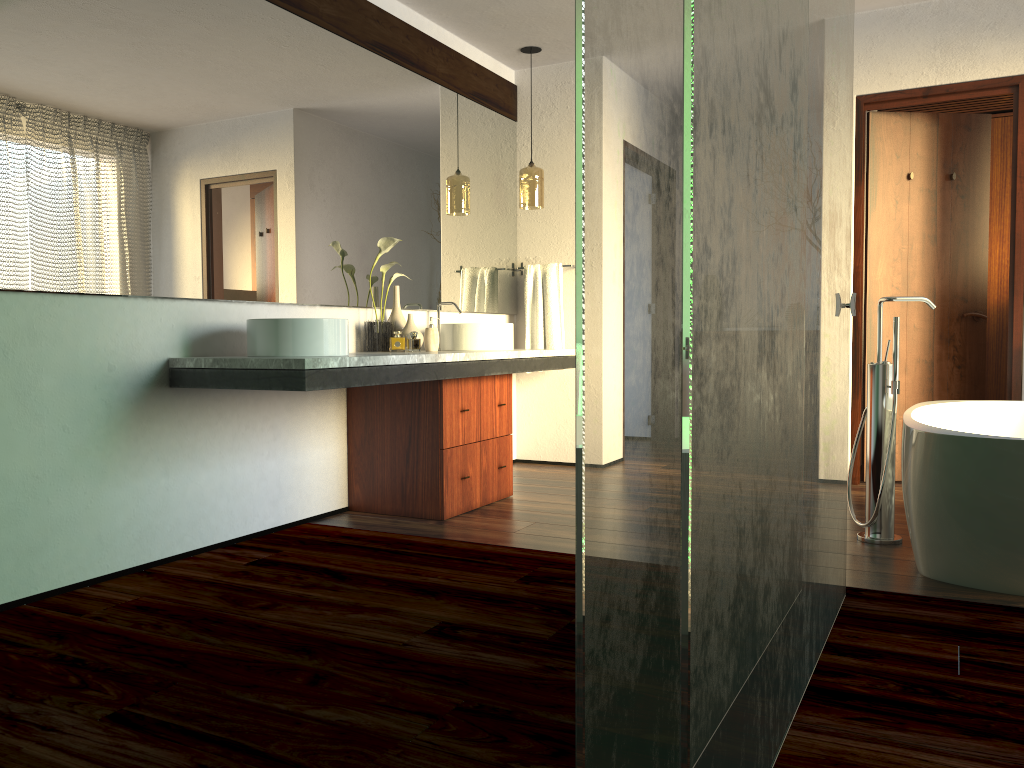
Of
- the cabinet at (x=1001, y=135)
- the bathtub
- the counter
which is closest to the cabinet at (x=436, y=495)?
the counter

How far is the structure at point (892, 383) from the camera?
3.21m

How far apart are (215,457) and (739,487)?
2.34m

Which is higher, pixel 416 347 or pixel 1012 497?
pixel 416 347

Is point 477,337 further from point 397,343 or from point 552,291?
point 552,291

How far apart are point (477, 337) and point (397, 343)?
0.5m

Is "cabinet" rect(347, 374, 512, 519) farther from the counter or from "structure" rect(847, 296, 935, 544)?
Result: "structure" rect(847, 296, 935, 544)

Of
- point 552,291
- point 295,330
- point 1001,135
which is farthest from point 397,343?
point 1001,135

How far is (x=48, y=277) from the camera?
2.5m

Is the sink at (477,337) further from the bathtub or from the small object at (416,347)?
the bathtub
